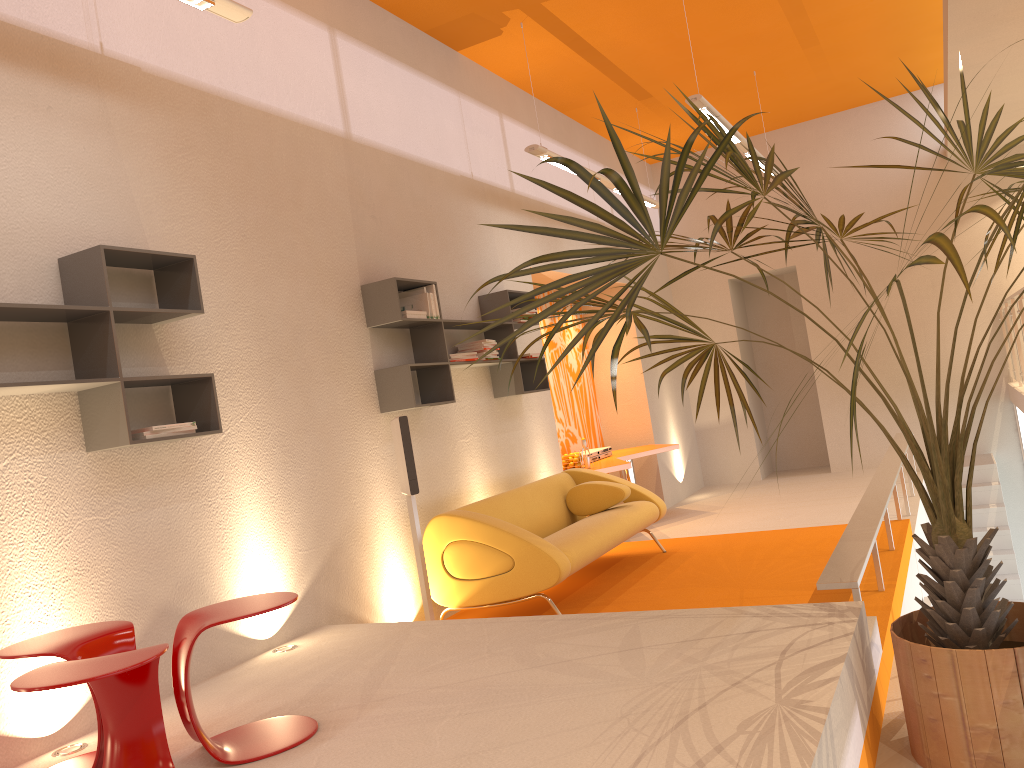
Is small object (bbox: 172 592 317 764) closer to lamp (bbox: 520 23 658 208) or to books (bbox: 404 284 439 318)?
books (bbox: 404 284 439 318)

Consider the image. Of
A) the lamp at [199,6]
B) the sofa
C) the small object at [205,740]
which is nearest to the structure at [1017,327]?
the sofa

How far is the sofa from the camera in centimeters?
502cm

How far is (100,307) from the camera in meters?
3.4 m

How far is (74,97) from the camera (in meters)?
3.76

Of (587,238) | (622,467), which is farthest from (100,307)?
(622,467)

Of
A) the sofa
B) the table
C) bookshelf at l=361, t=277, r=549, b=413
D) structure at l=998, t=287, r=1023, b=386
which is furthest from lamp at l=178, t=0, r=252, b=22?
structure at l=998, t=287, r=1023, b=386

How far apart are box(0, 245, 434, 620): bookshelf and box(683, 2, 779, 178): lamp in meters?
3.0

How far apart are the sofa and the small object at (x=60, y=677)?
2.6 meters

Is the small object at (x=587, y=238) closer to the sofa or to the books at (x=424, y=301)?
the sofa
